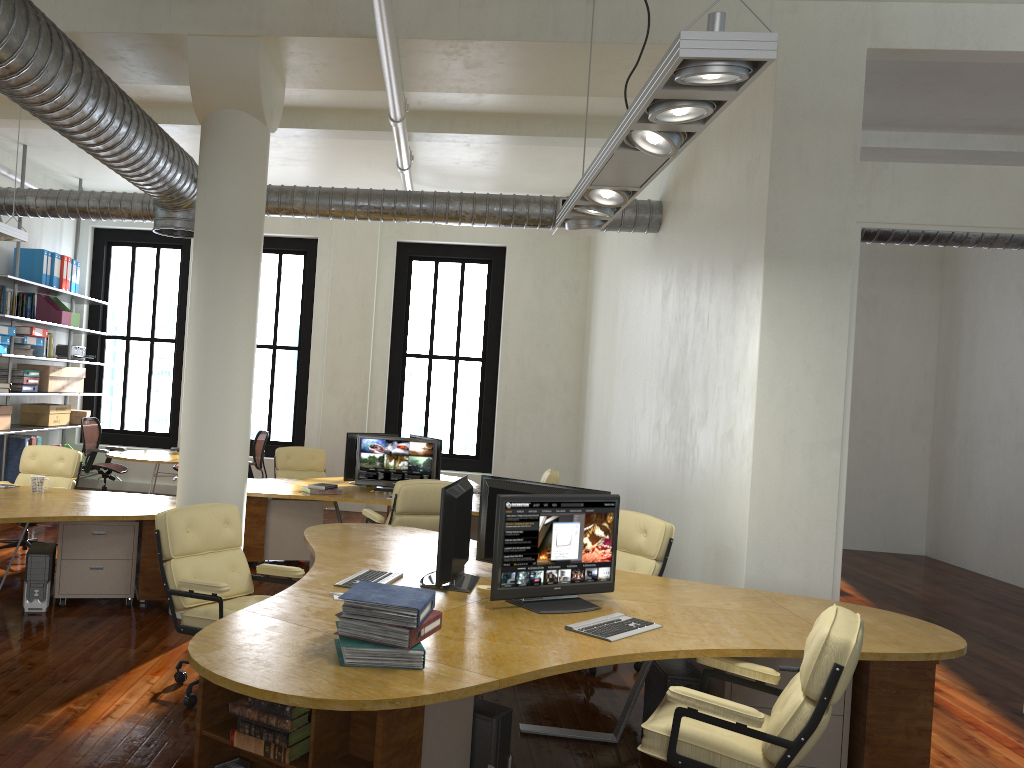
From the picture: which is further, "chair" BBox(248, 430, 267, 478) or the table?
"chair" BBox(248, 430, 267, 478)

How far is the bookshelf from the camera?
10.4m

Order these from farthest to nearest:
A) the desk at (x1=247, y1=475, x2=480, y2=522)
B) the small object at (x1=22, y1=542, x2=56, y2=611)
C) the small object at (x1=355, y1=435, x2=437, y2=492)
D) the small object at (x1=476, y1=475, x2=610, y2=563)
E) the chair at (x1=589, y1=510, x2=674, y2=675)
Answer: the small object at (x1=355, y1=435, x2=437, y2=492) → the desk at (x1=247, y1=475, x2=480, y2=522) → the small object at (x1=22, y1=542, x2=56, y2=611) → the chair at (x1=589, y1=510, x2=674, y2=675) → the small object at (x1=476, y1=475, x2=610, y2=563)

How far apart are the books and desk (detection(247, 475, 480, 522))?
4.41m

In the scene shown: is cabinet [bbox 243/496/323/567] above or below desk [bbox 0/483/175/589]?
below

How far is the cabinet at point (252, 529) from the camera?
8.26m

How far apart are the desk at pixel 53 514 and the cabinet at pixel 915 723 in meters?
3.7

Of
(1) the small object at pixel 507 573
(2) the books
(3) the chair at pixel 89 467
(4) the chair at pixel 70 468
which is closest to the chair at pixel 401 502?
(4) the chair at pixel 70 468

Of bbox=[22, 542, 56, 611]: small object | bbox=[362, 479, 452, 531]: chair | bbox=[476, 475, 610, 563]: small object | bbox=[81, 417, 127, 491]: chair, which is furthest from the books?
bbox=[81, 417, 127, 491]: chair

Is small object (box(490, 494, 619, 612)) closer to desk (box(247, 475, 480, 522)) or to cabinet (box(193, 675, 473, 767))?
cabinet (box(193, 675, 473, 767))
